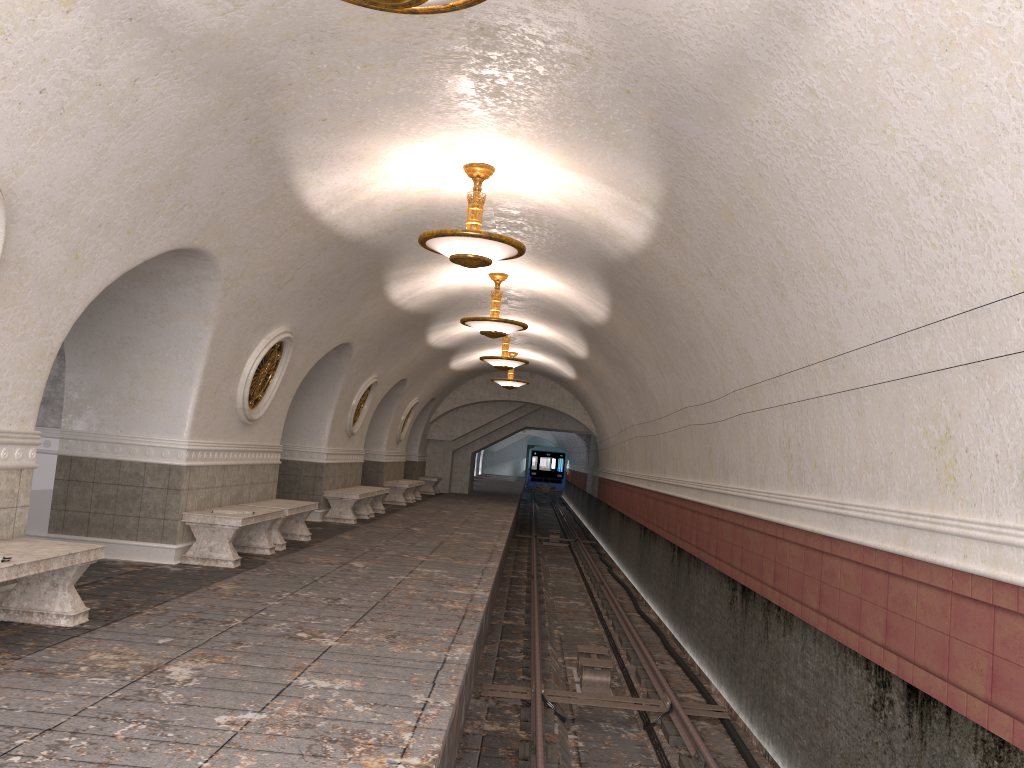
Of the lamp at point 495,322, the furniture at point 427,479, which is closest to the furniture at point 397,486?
the furniture at point 427,479

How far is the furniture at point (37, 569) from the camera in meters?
5.2 m

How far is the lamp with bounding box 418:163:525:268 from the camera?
7.86m

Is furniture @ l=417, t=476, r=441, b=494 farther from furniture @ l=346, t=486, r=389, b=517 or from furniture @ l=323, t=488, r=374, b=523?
furniture @ l=323, t=488, r=374, b=523

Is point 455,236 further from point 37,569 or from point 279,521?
point 279,521

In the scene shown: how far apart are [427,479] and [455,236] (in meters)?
19.76

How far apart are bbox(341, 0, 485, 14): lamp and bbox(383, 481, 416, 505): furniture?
17.5m

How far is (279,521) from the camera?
10.6m

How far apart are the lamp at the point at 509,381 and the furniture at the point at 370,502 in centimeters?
564cm

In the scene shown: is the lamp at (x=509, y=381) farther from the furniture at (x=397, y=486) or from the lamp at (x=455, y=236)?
the lamp at (x=455, y=236)
